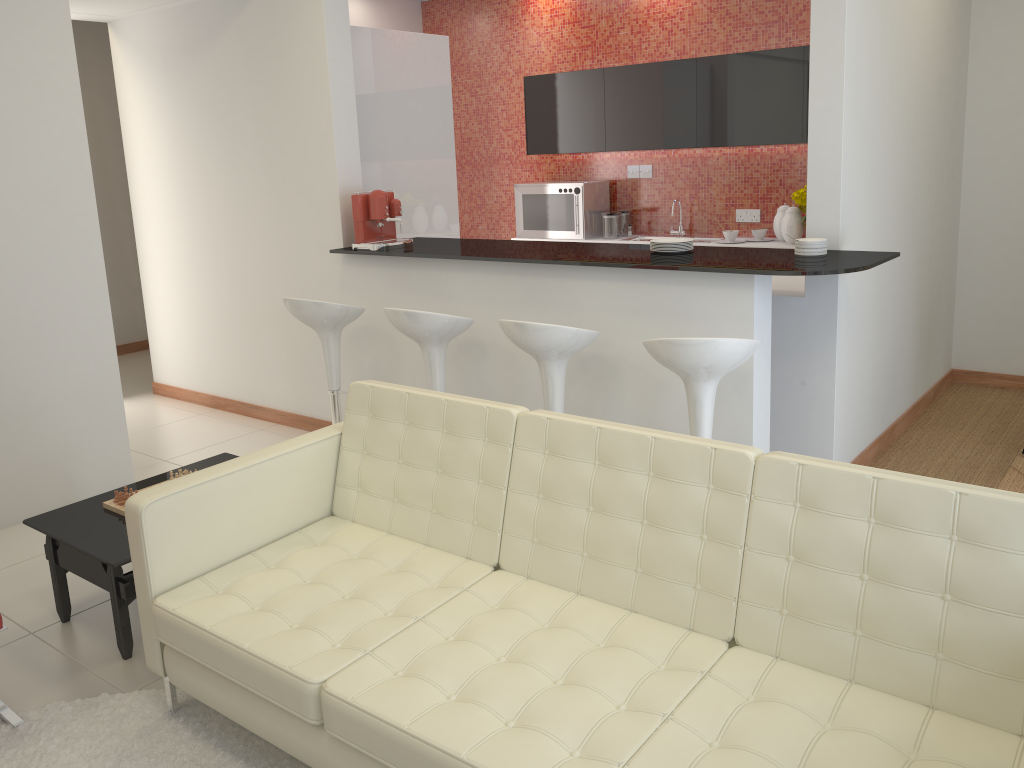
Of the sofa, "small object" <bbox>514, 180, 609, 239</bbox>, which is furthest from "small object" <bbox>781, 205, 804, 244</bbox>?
the sofa

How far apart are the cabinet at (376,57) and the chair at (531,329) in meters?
2.1 m

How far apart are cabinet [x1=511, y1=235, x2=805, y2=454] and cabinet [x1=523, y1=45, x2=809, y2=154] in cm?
72

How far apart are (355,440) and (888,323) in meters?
3.1 m

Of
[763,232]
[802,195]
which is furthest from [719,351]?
[763,232]

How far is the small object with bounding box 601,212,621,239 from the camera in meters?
7.2

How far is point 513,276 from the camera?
4.5 meters

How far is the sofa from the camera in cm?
199

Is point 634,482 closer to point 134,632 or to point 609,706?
point 609,706

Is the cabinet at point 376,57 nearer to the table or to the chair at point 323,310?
the chair at point 323,310
